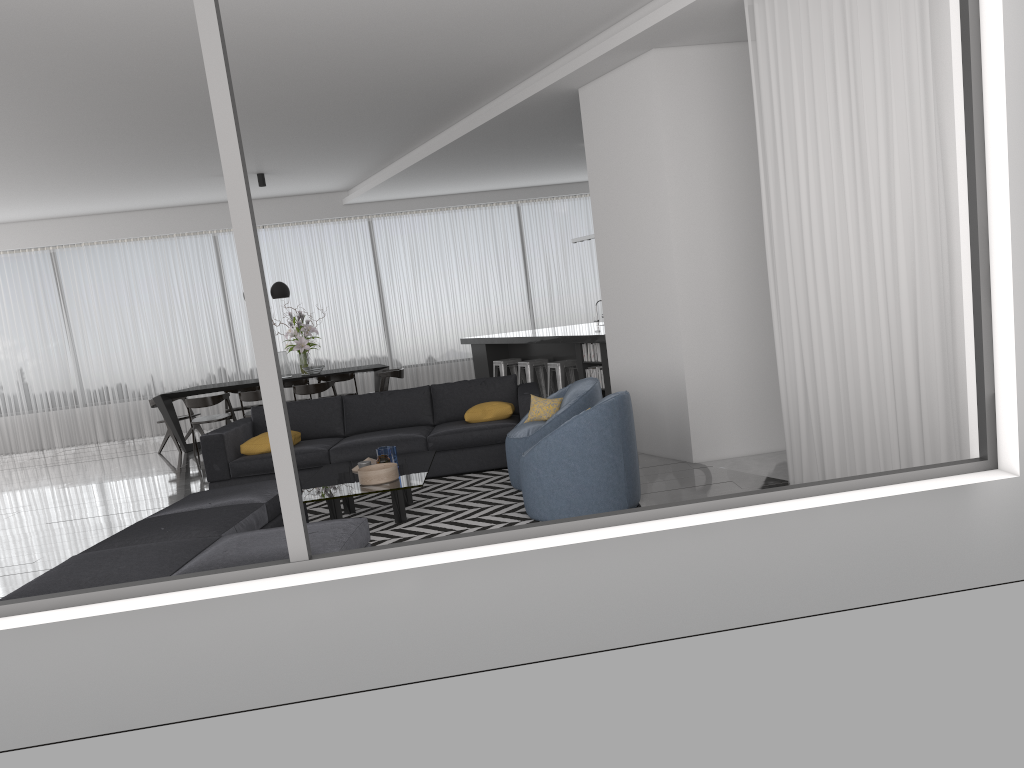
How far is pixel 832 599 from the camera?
3.33m

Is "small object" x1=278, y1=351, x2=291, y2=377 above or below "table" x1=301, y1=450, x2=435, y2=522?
above

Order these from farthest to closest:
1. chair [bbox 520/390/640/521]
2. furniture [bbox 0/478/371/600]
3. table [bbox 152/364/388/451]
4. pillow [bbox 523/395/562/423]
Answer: table [bbox 152/364/388/451]
pillow [bbox 523/395/562/423]
chair [bbox 520/390/640/521]
furniture [bbox 0/478/371/600]

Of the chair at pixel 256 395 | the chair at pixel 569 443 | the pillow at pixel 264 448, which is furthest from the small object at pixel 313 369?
the chair at pixel 569 443

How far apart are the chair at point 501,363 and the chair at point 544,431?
4.22m

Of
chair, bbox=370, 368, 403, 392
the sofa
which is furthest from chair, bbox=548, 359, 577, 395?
chair, bbox=370, 368, 403, 392

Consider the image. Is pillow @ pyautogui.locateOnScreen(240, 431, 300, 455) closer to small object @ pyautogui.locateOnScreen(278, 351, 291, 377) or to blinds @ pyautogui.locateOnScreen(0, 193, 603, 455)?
small object @ pyautogui.locateOnScreen(278, 351, 291, 377)

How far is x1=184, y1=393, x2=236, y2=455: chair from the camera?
10.5 meters

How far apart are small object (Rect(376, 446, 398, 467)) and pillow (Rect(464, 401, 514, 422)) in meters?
1.3

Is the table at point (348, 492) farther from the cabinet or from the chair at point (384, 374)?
the chair at point (384, 374)
